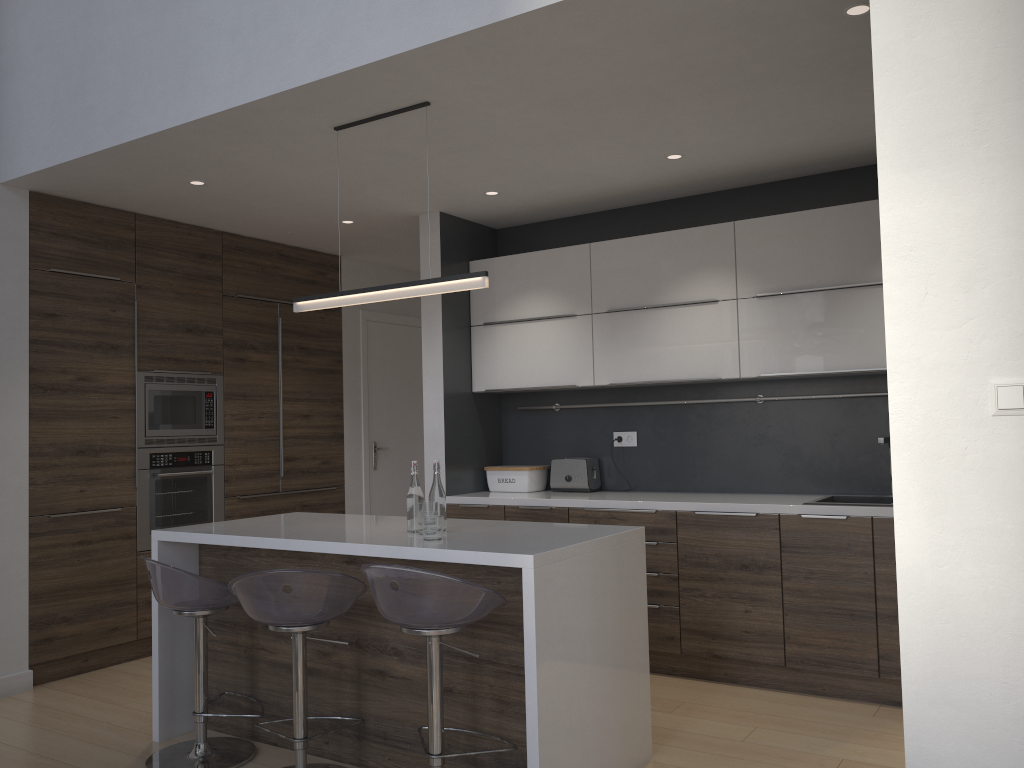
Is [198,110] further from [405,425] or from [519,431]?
[405,425]

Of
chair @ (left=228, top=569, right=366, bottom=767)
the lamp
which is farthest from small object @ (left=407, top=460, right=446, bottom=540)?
the lamp

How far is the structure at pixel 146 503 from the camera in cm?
497

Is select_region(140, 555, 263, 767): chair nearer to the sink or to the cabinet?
the cabinet

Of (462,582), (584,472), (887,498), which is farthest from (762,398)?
(462,582)

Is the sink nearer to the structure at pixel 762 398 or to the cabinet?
the cabinet

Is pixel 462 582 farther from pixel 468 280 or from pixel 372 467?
pixel 372 467

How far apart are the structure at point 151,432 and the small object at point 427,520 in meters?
2.4 m

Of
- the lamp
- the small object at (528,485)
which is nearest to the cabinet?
the small object at (528,485)

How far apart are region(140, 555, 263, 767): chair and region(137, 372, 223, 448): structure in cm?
175
